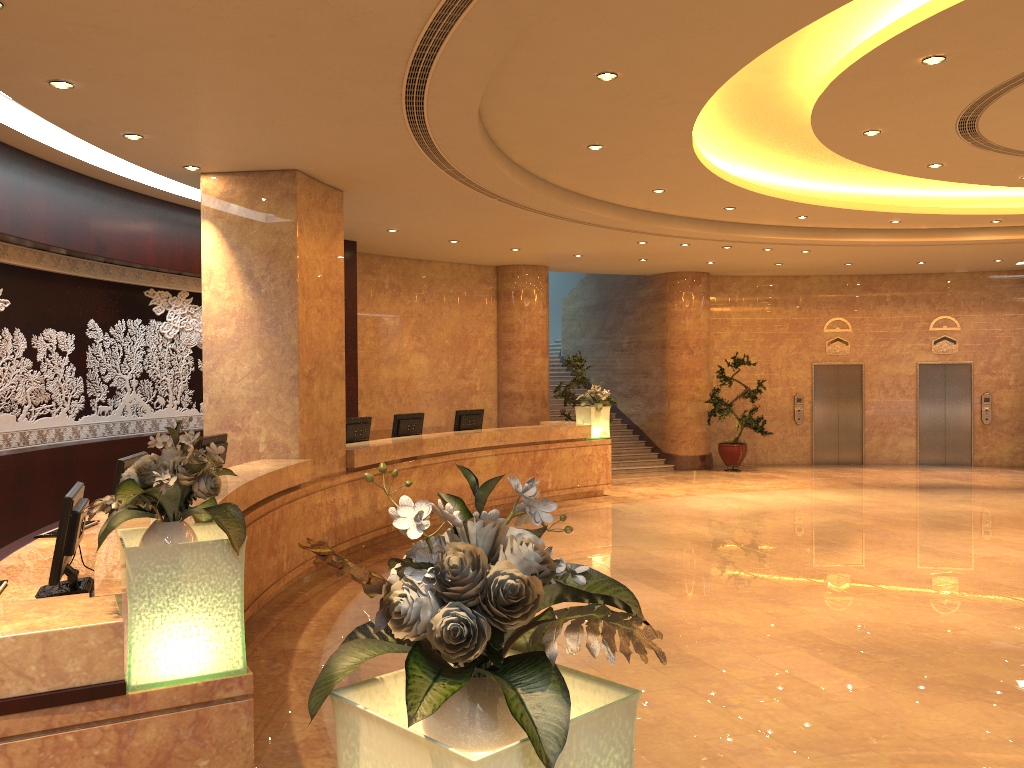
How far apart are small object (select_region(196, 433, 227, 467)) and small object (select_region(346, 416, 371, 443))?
2.72m

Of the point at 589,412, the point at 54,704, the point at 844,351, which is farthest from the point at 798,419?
the point at 54,704

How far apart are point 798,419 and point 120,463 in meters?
15.5

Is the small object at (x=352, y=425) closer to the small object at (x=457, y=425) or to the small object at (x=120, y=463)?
the small object at (x=457, y=425)

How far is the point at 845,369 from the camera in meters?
18.6

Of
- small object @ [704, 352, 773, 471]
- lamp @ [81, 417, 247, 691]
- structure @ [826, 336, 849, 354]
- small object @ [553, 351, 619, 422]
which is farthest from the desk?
structure @ [826, 336, 849, 354]

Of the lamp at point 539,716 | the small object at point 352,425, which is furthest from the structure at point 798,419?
the lamp at point 539,716

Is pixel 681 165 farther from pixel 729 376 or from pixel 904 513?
pixel 729 376

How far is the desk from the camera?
2.9 meters

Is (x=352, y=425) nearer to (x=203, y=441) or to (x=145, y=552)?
(x=203, y=441)
